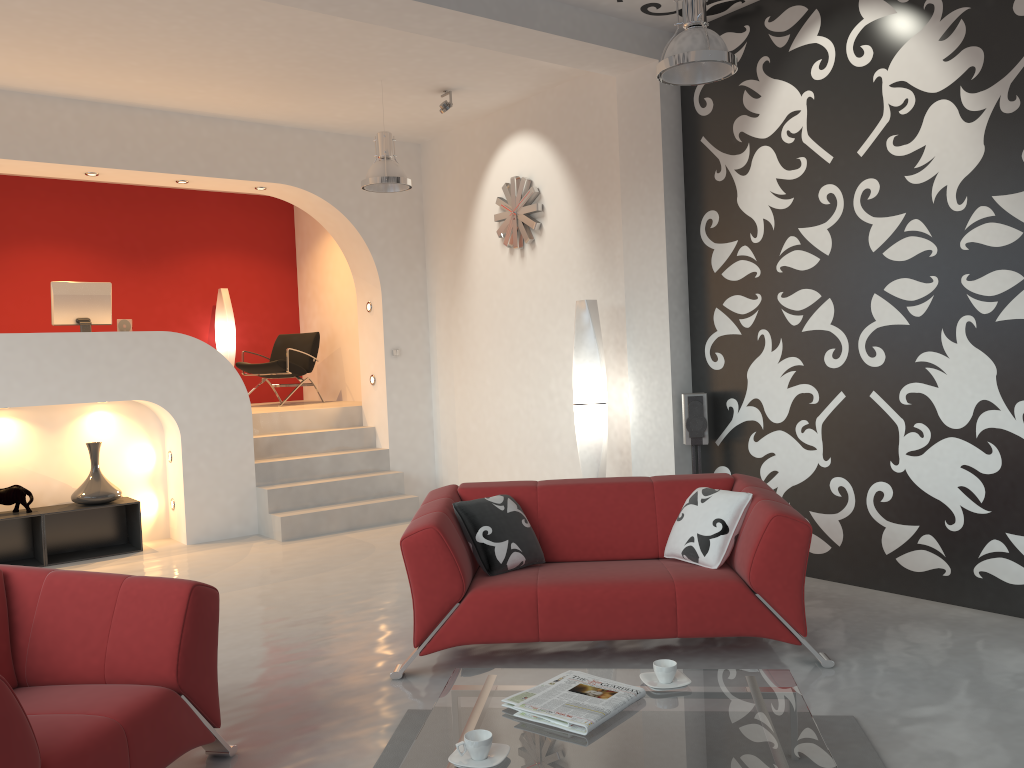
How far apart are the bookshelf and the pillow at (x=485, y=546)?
3.88m

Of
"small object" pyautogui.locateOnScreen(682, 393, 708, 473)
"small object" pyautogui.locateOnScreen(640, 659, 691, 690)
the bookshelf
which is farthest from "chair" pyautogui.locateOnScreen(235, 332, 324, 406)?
"small object" pyautogui.locateOnScreen(640, 659, 691, 690)

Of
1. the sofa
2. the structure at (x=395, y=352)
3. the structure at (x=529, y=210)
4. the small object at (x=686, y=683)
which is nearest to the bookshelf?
the structure at (x=395, y=352)

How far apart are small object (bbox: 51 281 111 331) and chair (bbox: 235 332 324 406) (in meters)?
2.12

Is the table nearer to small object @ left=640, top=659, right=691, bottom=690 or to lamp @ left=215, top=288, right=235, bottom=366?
small object @ left=640, top=659, right=691, bottom=690

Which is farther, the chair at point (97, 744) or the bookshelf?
the bookshelf

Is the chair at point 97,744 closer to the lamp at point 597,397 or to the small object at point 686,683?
the small object at point 686,683

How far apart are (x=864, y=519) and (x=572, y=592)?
2.1 meters

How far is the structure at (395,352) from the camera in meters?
8.4 m

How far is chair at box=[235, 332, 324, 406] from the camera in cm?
943
